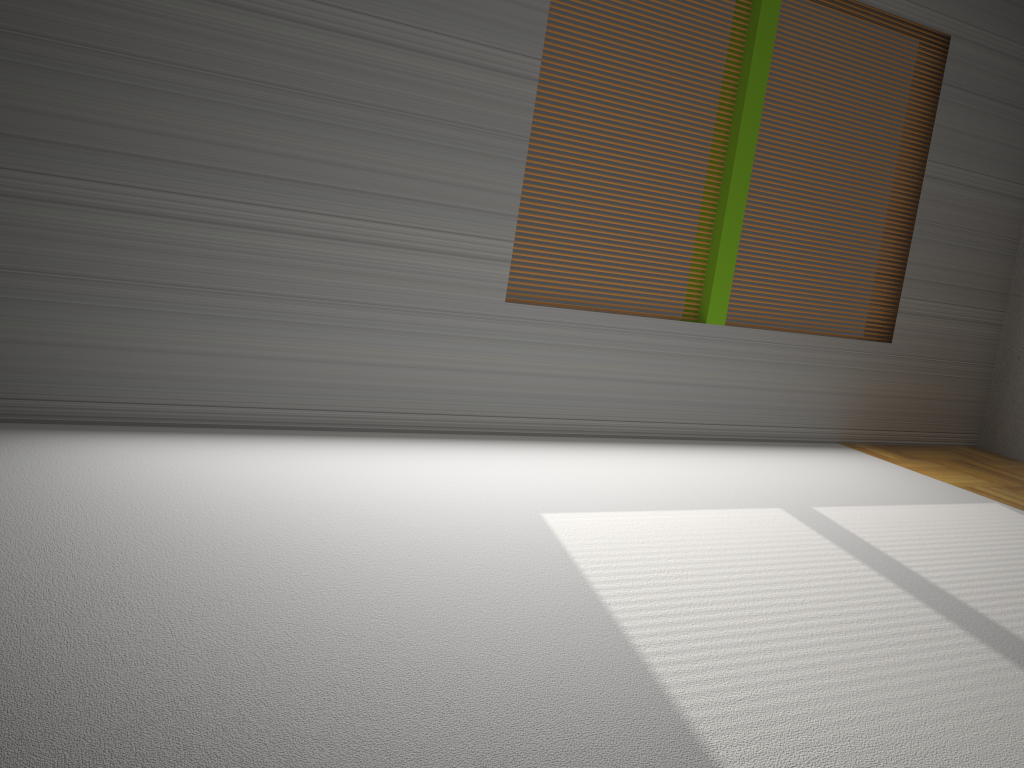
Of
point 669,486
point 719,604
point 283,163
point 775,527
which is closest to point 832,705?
point 719,604
